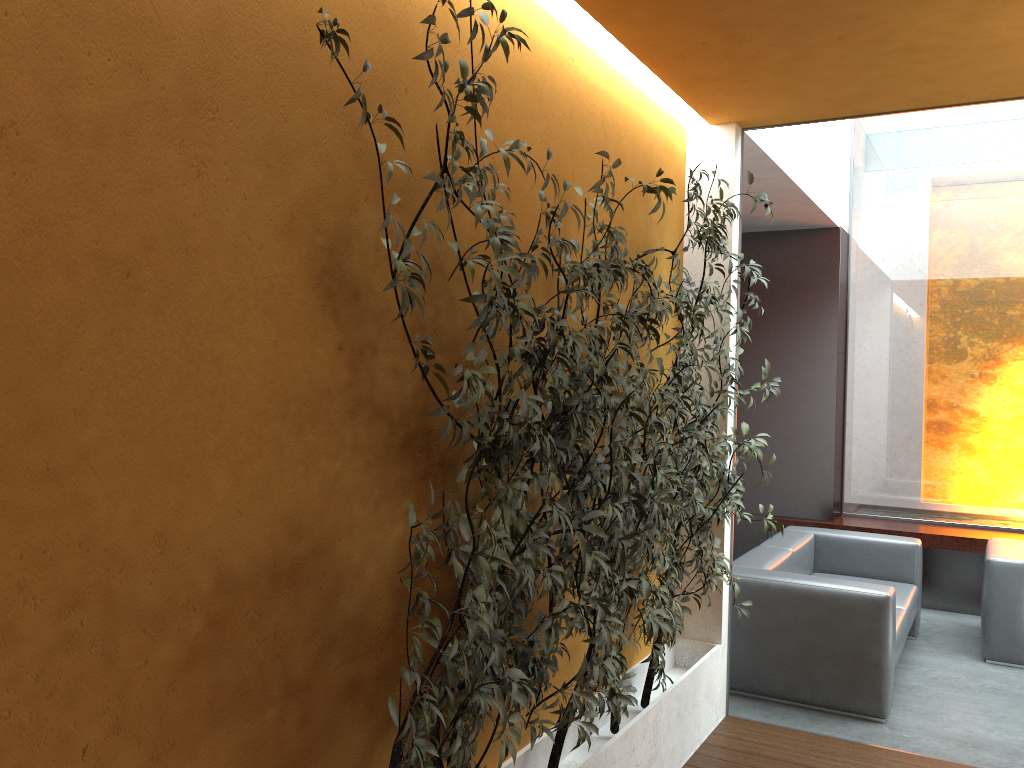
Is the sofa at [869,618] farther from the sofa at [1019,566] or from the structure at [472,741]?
the structure at [472,741]

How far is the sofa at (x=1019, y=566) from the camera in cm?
545

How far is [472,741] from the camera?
2.02m

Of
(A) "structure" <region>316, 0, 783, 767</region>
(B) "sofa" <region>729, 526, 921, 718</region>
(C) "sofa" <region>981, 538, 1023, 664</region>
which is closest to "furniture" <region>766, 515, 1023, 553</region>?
(C) "sofa" <region>981, 538, 1023, 664</region>

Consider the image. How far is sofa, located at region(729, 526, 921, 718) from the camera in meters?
4.5 m

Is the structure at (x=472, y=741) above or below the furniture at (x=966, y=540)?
above

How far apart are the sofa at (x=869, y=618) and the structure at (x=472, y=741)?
0.8 meters

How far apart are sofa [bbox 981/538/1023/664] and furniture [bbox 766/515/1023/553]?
0.5 meters

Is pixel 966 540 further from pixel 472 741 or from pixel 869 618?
pixel 472 741

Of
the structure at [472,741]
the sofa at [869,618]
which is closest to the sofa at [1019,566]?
the sofa at [869,618]
